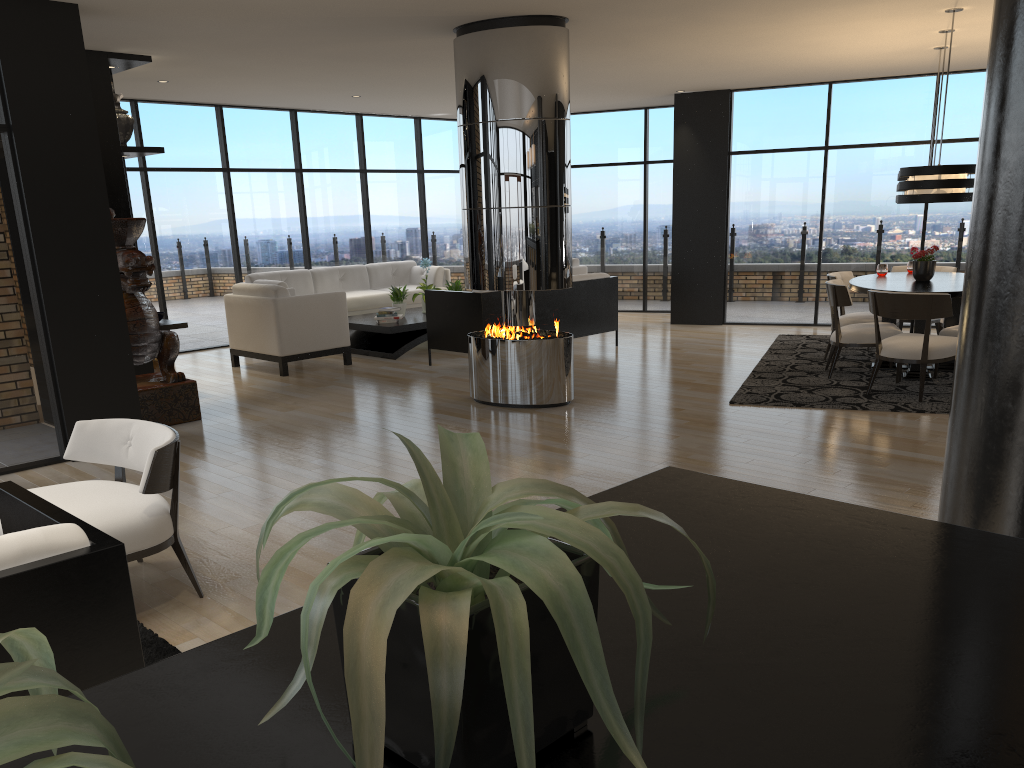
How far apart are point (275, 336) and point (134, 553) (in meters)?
5.47

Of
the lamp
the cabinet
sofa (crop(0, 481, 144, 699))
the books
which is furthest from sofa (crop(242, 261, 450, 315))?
sofa (crop(0, 481, 144, 699))

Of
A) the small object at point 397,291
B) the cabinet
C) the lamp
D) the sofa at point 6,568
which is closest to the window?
the cabinet

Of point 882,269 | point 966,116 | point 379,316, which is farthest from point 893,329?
point 379,316

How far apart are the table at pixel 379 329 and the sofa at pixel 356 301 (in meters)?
0.62

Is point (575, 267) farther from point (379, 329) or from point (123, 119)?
point (123, 119)

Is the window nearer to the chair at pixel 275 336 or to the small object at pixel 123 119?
the chair at pixel 275 336

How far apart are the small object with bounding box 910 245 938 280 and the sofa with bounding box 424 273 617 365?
3.1m

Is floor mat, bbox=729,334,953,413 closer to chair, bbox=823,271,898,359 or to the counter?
chair, bbox=823,271,898,359

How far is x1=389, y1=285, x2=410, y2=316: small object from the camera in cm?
1003
